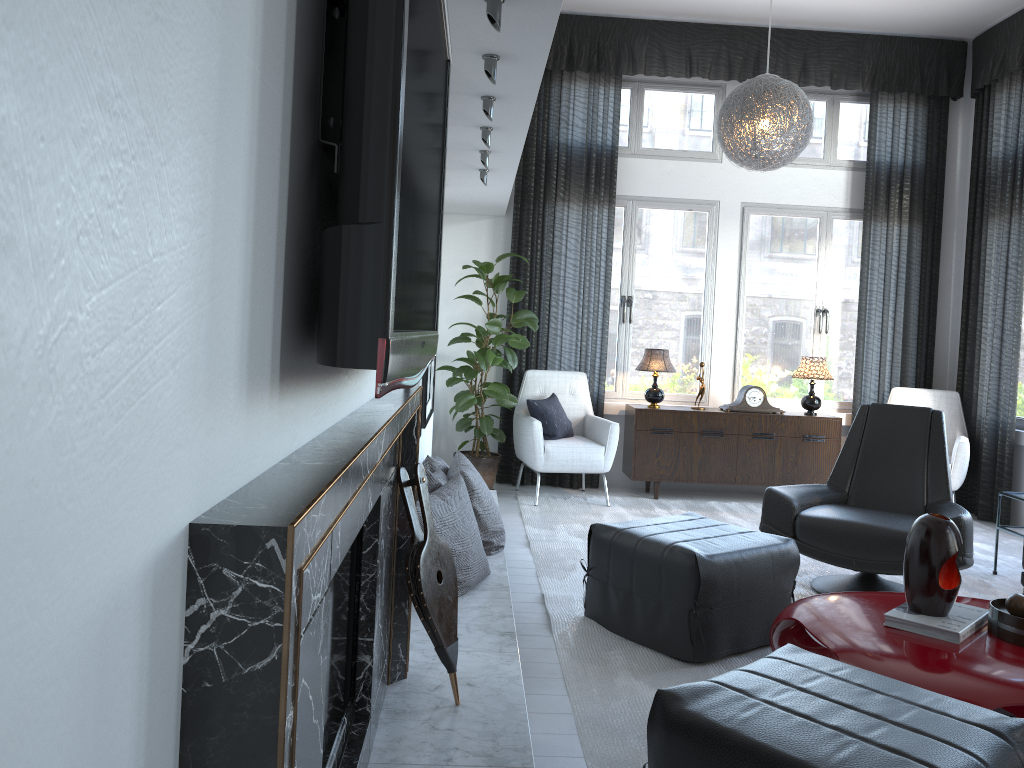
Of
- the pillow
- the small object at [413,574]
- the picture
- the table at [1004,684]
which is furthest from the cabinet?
the small object at [413,574]

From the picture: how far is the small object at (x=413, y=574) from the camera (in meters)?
2.14

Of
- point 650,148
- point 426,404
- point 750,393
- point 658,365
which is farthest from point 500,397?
point 650,148

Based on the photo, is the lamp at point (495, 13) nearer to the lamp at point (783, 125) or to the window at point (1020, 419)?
the lamp at point (783, 125)

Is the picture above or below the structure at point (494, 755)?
above

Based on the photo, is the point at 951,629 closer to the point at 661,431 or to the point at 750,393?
the point at 661,431

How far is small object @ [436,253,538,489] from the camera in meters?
5.4 m

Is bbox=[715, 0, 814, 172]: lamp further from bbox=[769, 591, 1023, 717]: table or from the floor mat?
bbox=[769, 591, 1023, 717]: table

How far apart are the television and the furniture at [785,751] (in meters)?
0.81

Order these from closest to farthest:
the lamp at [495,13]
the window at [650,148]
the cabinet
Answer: the lamp at [495,13]
the cabinet
the window at [650,148]
